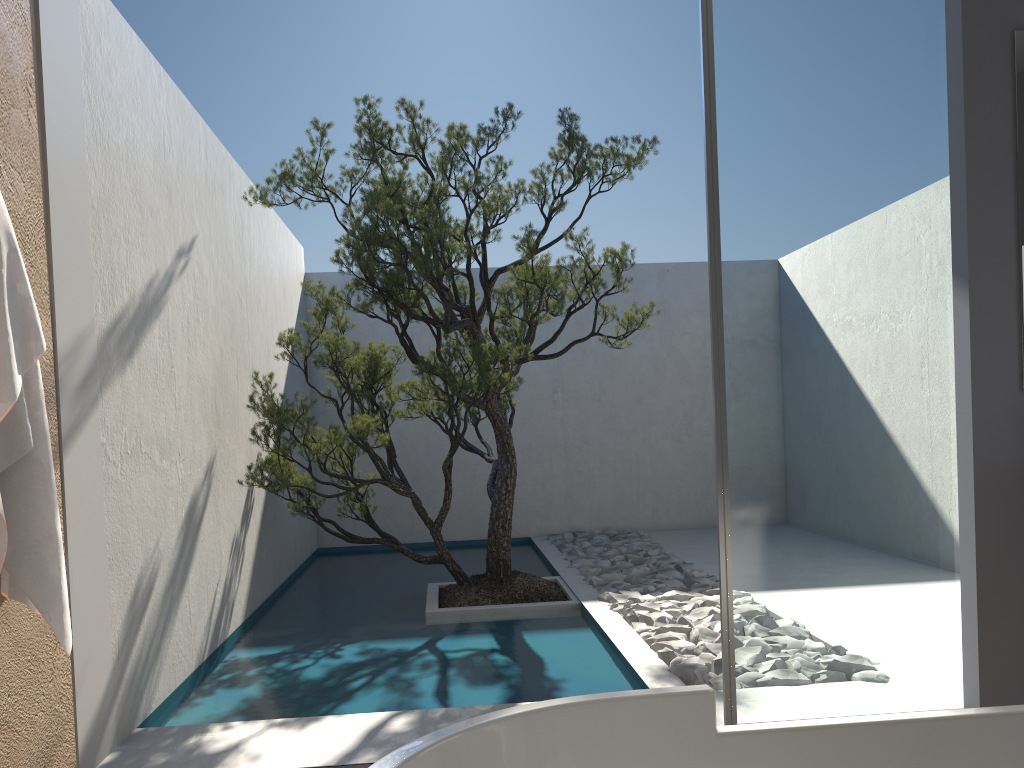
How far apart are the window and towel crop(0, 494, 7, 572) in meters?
2.2 m

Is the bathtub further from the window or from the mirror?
the mirror

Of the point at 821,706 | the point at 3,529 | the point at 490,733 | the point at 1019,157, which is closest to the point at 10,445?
the point at 3,529

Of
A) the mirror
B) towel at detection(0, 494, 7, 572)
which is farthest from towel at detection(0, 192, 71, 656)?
the mirror

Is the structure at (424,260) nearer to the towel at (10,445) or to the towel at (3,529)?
the towel at (10,445)

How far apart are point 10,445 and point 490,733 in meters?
1.8 m

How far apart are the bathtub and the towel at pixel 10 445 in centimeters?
168cm

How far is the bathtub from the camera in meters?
1.3 m

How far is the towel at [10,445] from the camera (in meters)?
2.45

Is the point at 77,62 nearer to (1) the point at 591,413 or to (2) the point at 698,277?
(1) the point at 591,413
